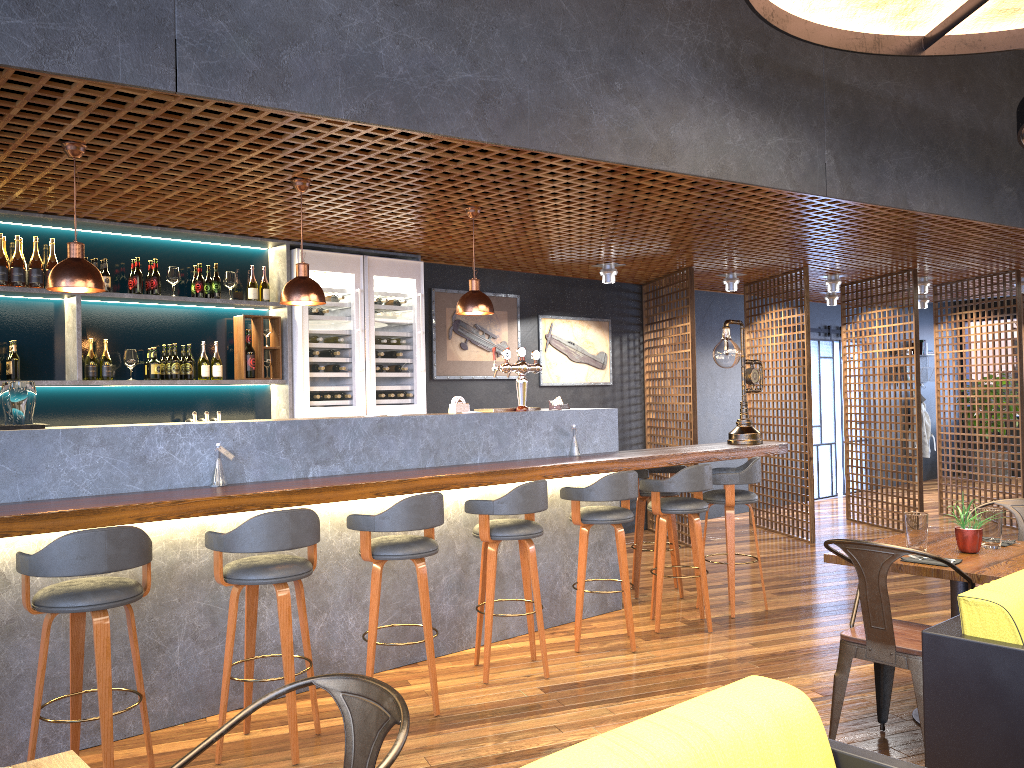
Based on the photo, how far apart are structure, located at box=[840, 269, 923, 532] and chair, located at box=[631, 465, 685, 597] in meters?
3.6 m

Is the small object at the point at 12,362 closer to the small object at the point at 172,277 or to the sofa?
the small object at the point at 172,277

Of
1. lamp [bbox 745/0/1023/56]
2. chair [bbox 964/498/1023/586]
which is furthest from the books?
chair [bbox 964/498/1023/586]

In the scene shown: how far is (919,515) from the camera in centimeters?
391cm

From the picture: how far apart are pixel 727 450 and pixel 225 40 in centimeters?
419cm

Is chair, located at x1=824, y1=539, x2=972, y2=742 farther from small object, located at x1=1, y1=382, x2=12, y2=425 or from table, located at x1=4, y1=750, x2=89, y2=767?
small object, located at x1=1, y1=382, x2=12, y2=425

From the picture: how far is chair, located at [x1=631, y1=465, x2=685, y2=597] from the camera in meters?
6.5 m

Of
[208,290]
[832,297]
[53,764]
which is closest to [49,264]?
[208,290]

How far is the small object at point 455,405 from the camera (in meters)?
5.49

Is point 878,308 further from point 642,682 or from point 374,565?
point 374,565
